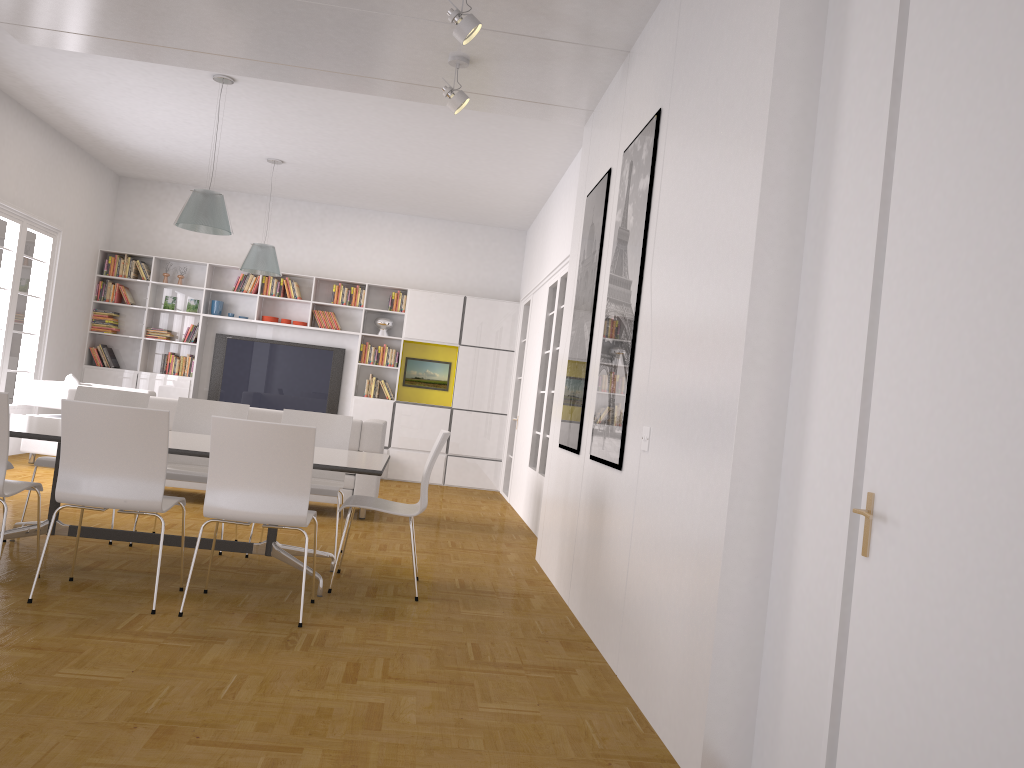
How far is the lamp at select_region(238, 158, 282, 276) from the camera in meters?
9.5 m

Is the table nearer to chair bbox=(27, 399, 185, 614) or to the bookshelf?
chair bbox=(27, 399, 185, 614)

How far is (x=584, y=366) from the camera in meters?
5.5

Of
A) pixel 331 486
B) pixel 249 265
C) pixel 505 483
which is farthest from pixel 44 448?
pixel 505 483

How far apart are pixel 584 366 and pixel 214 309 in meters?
7.2 m

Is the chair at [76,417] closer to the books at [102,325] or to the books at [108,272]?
the books at [108,272]

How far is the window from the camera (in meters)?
8.90

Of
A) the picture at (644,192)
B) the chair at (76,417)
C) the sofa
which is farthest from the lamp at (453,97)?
the sofa

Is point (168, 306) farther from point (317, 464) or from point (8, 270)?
point (317, 464)

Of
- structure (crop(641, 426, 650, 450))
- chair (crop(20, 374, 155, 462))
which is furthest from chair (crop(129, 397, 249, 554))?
chair (crop(20, 374, 155, 462))
